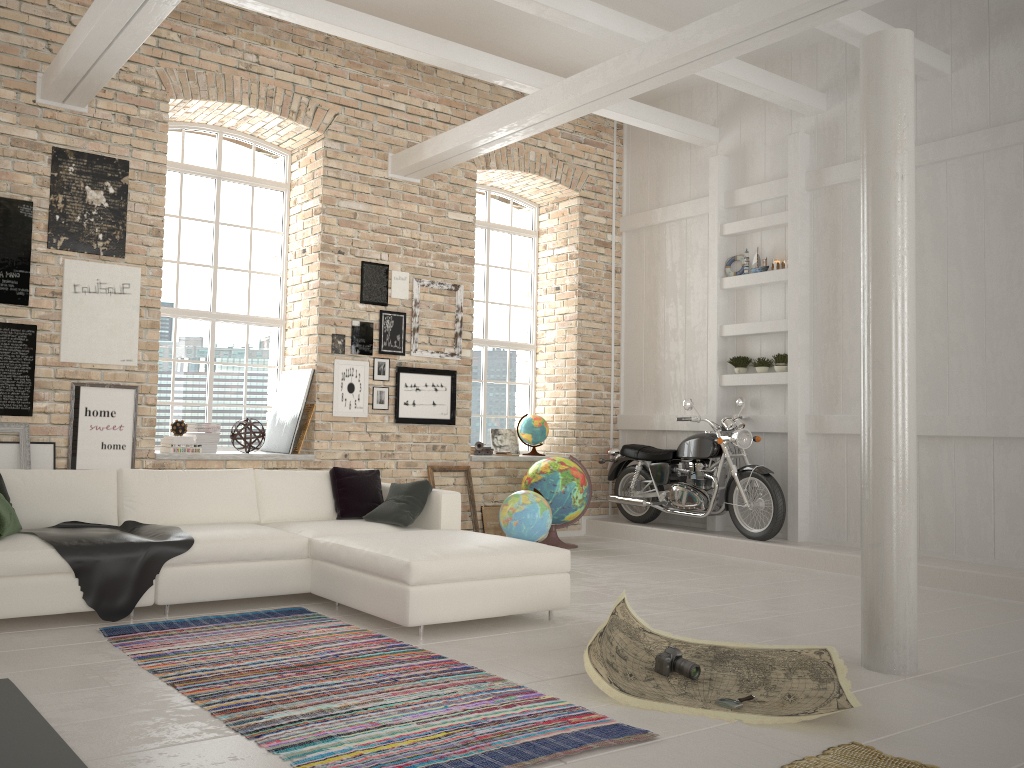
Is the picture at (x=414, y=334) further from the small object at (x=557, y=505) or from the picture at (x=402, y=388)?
the small object at (x=557, y=505)

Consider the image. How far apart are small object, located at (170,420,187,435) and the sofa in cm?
143

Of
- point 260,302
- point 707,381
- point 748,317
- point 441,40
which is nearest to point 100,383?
point 260,302

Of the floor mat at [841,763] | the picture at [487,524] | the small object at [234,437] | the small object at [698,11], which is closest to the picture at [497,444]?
the picture at [487,524]

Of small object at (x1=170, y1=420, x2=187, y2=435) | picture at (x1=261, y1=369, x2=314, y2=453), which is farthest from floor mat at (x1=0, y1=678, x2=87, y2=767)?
picture at (x1=261, y1=369, x2=314, y2=453)

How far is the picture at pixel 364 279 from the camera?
8.3 meters

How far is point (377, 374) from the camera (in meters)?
8.22

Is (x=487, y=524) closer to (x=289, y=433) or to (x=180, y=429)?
(x=289, y=433)

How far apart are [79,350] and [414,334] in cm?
315

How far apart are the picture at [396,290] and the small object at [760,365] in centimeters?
344cm
